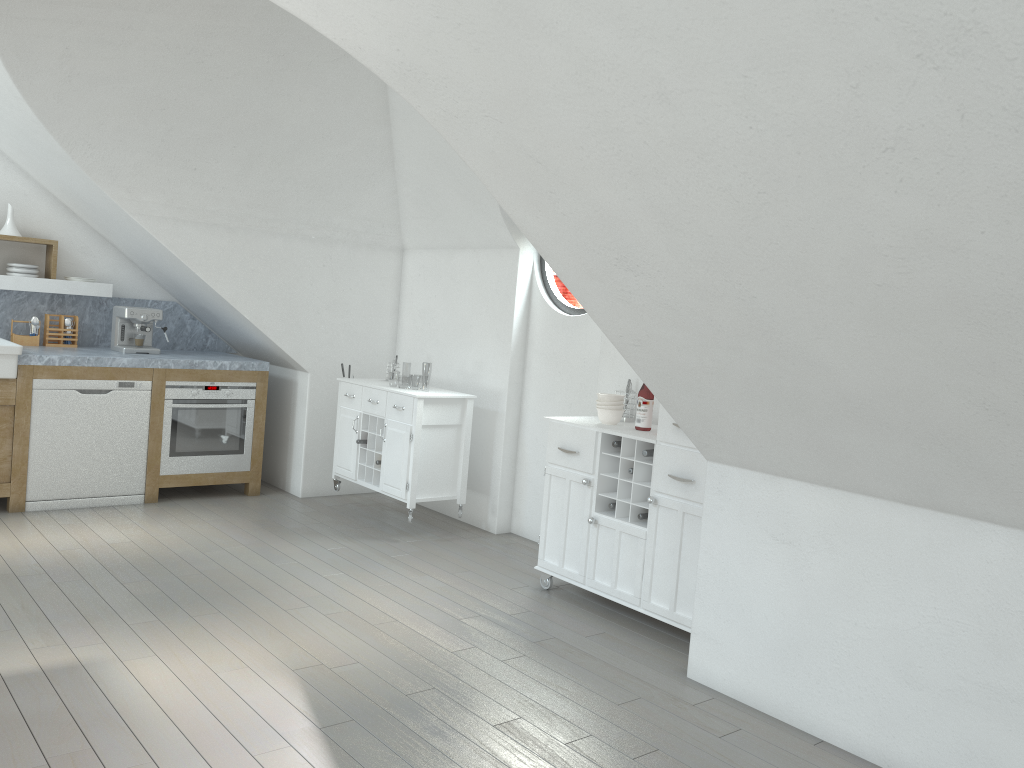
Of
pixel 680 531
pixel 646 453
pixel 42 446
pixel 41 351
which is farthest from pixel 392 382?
pixel 680 531

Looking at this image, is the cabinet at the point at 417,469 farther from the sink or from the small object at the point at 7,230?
the small object at the point at 7,230

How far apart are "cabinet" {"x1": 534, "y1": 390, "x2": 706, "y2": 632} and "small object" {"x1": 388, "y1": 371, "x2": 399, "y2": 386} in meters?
44.8

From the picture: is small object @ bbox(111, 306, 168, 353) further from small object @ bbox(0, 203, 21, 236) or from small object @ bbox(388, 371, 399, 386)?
small object @ bbox(388, 371, 399, 386)

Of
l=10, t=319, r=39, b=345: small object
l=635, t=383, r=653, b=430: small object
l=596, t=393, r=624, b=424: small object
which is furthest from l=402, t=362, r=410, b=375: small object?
l=635, t=383, r=653, b=430: small object

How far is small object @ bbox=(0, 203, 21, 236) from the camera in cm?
590

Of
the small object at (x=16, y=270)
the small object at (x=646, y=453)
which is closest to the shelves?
the small object at (x=16, y=270)

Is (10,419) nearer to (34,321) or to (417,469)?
(34,321)

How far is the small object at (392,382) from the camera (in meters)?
49.15

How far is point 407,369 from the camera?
49.8 meters
